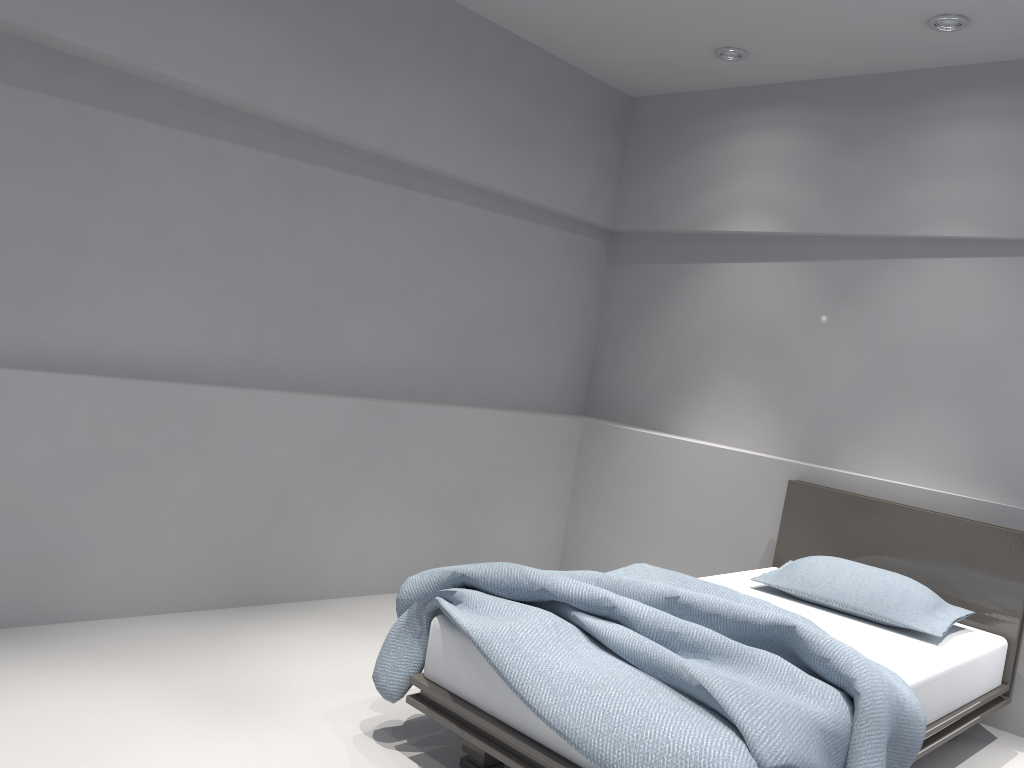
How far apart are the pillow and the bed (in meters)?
0.02

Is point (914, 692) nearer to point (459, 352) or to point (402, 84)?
point (459, 352)

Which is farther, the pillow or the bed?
the pillow

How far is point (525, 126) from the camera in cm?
447

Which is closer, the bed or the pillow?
the bed

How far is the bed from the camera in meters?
2.0 m

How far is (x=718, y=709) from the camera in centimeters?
205cm

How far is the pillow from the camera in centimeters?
322cm

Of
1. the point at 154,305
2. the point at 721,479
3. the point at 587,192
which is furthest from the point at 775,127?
the point at 154,305

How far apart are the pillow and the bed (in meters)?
0.02
